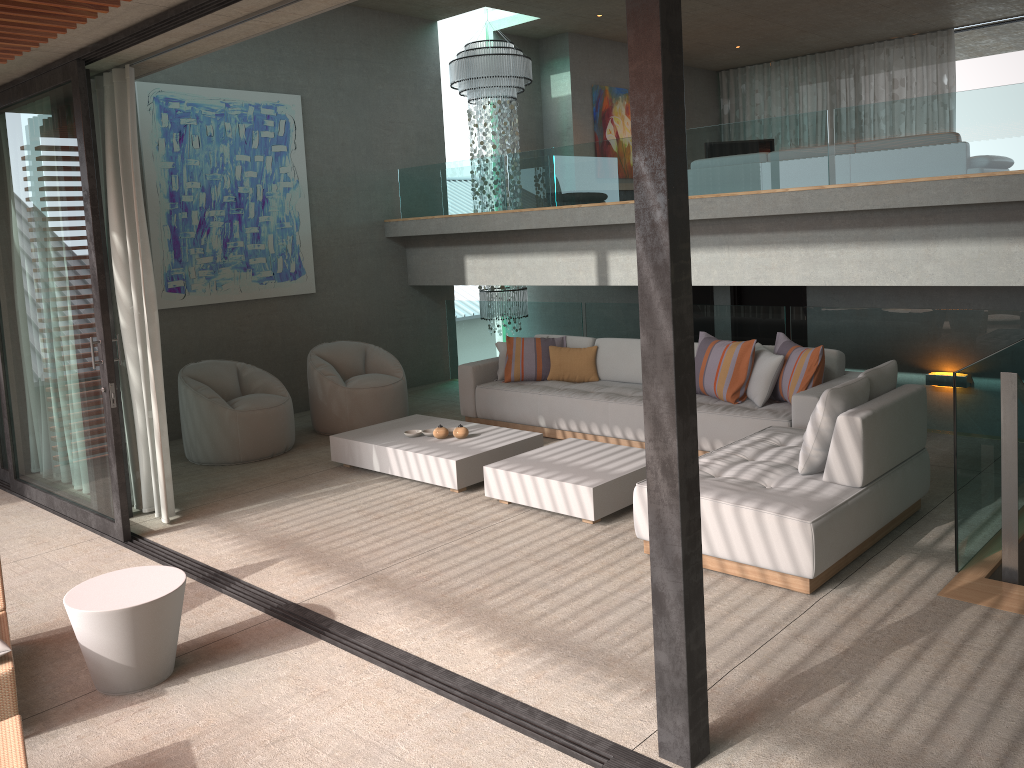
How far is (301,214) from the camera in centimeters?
907cm

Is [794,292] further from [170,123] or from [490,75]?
[170,123]

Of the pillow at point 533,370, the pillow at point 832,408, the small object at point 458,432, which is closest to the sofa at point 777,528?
the pillow at point 832,408

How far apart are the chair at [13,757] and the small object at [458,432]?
3.3m

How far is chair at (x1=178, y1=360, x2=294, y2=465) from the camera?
7.18m

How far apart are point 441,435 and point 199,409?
2.10m

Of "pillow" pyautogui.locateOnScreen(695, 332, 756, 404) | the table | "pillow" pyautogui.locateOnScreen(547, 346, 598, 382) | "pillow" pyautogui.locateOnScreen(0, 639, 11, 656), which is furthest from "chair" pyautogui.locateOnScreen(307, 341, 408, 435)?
"pillow" pyautogui.locateOnScreen(0, 639, 11, 656)

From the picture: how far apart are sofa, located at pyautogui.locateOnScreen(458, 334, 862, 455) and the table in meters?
3.8 m

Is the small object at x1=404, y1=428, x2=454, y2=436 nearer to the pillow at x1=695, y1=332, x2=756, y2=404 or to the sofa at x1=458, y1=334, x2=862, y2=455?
the sofa at x1=458, y1=334, x2=862, y2=455

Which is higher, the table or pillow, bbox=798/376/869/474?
pillow, bbox=798/376/869/474
